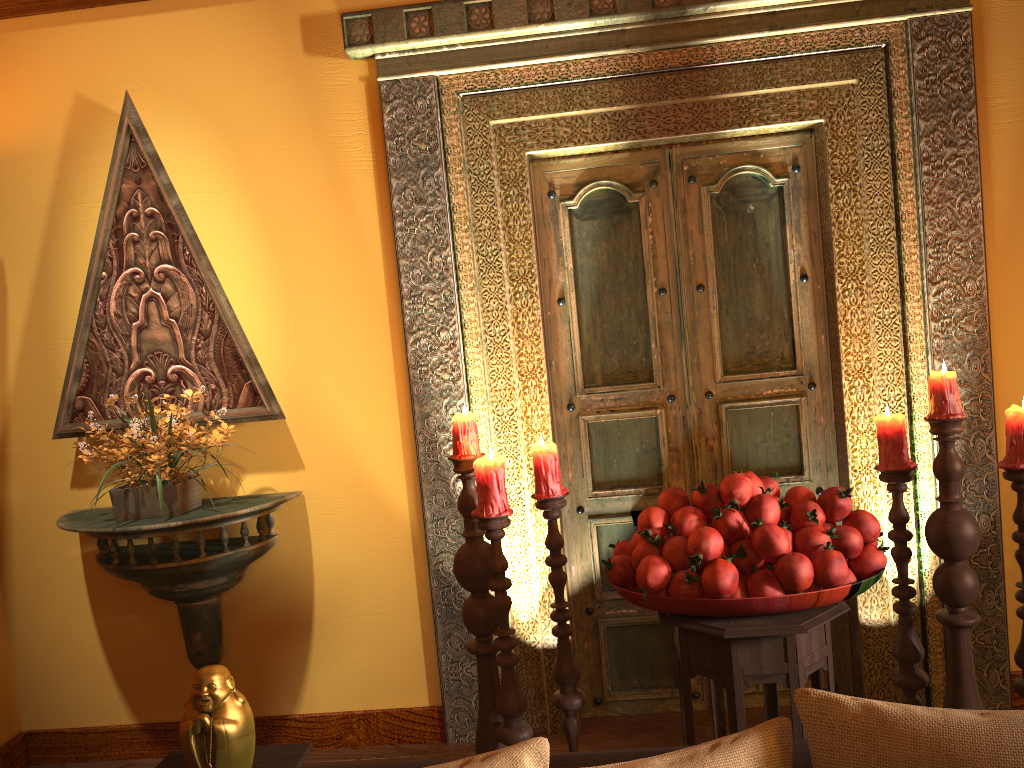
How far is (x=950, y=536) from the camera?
2.2 meters

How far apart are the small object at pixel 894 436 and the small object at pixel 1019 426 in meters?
0.2 m

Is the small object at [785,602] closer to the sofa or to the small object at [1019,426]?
the small object at [1019,426]

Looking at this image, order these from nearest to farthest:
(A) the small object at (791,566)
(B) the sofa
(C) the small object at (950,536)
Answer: (B) the sofa
(A) the small object at (791,566)
(C) the small object at (950,536)

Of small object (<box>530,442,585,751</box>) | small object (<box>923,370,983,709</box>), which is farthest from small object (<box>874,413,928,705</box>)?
small object (<box>530,442,585,751</box>)

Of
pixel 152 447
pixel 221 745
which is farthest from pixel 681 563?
pixel 152 447

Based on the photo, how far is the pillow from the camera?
1.0m

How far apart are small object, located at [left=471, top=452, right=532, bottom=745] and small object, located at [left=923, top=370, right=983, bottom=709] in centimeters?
109cm

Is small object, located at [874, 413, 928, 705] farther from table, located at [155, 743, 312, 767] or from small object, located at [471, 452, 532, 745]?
table, located at [155, 743, 312, 767]

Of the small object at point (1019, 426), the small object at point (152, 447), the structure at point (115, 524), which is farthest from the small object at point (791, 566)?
the small object at point (152, 447)
